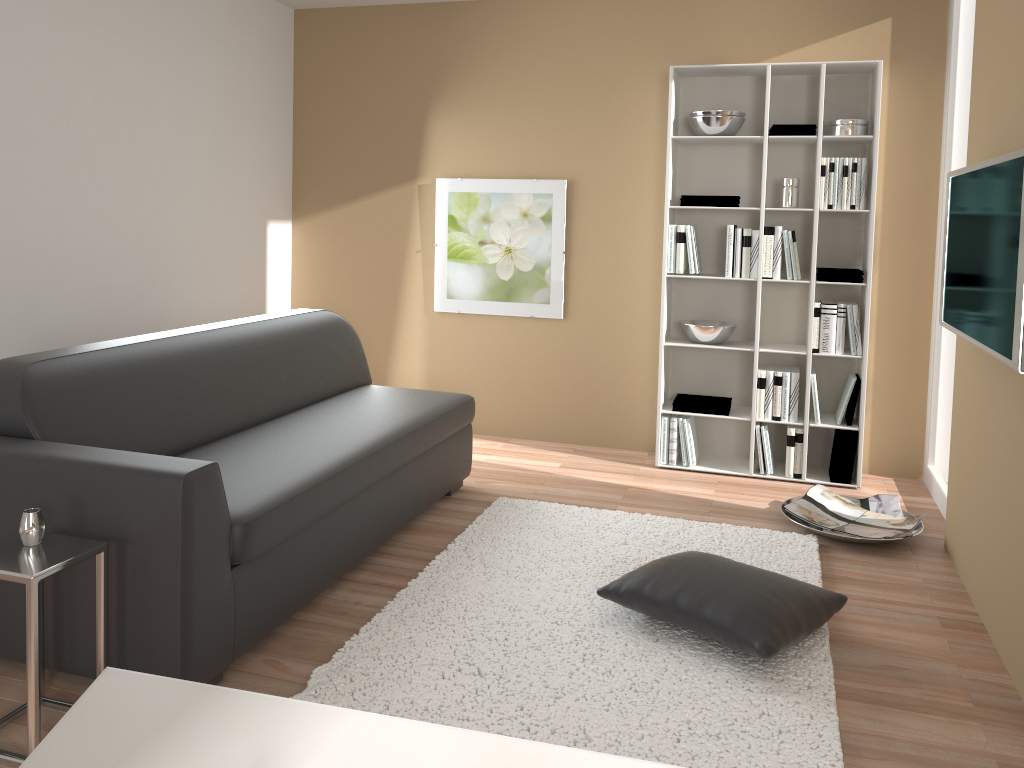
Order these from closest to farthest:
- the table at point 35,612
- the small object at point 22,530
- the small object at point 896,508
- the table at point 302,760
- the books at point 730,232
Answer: the table at point 302,760 → the table at point 35,612 → the small object at point 22,530 → the small object at point 896,508 → the books at point 730,232

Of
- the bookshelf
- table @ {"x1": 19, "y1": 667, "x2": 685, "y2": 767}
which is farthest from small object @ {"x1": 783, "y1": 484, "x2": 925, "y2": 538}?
table @ {"x1": 19, "y1": 667, "x2": 685, "y2": 767}

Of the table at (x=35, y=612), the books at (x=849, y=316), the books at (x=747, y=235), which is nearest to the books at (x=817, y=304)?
the books at (x=849, y=316)

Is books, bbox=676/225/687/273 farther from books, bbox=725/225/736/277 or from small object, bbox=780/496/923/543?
small object, bbox=780/496/923/543

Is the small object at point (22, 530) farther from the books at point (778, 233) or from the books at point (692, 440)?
the books at point (778, 233)

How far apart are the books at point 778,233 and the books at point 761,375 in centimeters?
49cm

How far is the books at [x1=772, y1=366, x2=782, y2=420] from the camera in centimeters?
459cm

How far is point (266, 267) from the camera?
5.40m

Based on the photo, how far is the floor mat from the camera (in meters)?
2.34

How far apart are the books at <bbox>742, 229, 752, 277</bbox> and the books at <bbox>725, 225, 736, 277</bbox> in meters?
0.1
